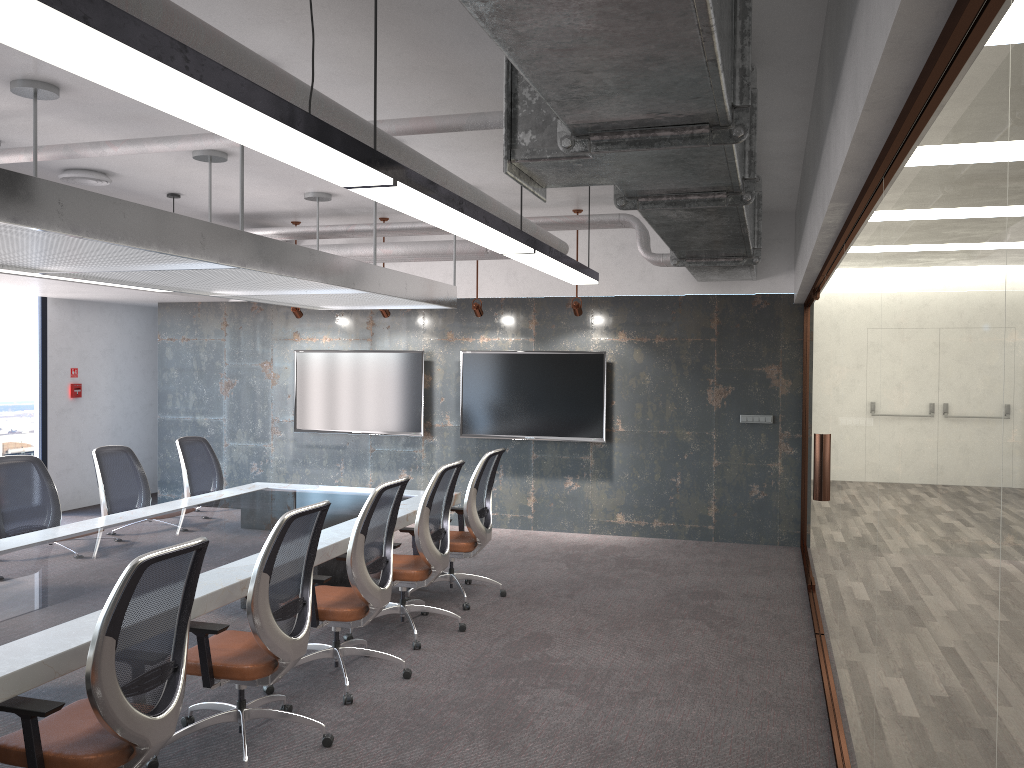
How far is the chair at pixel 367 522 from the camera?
4.8 meters

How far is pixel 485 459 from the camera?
6.6m

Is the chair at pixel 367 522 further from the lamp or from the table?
the lamp

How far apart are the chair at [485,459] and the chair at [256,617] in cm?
225

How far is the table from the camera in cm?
327

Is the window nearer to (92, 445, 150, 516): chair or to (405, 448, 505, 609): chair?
(92, 445, 150, 516): chair

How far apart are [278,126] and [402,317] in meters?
7.6 m

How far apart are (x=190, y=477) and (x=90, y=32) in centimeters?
602cm

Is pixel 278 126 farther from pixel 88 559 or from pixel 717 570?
pixel 717 570

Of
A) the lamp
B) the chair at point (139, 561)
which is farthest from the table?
the lamp
